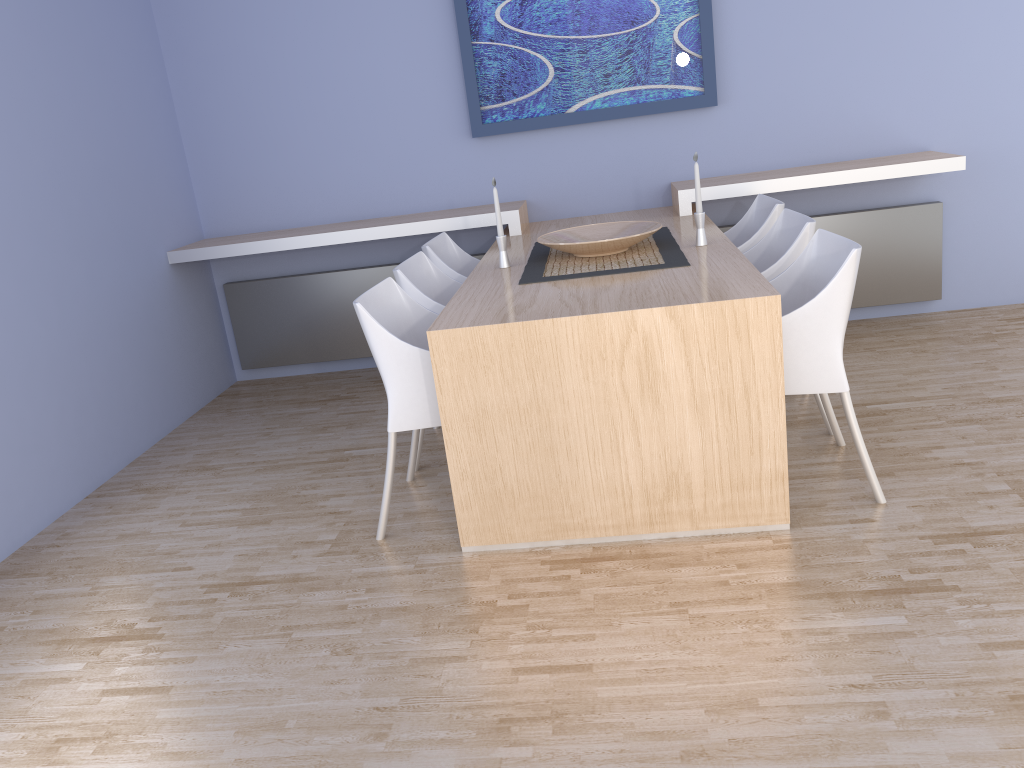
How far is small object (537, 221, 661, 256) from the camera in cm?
328

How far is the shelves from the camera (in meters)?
4.10

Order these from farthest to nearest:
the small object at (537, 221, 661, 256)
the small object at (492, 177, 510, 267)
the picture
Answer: the picture → the small object at (492, 177, 510, 267) → the small object at (537, 221, 661, 256)

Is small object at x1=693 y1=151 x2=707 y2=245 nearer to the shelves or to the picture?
the shelves

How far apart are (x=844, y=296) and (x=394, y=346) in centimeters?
136cm

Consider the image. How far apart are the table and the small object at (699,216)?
0.0m

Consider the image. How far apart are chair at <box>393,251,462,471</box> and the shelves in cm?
71

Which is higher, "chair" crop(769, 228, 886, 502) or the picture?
the picture

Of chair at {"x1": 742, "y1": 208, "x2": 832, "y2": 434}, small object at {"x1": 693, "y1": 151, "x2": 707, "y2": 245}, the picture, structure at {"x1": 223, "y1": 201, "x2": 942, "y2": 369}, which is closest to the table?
small object at {"x1": 693, "y1": 151, "x2": 707, "y2": 245}

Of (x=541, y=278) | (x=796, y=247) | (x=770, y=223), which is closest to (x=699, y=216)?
(x=796, y=247)
